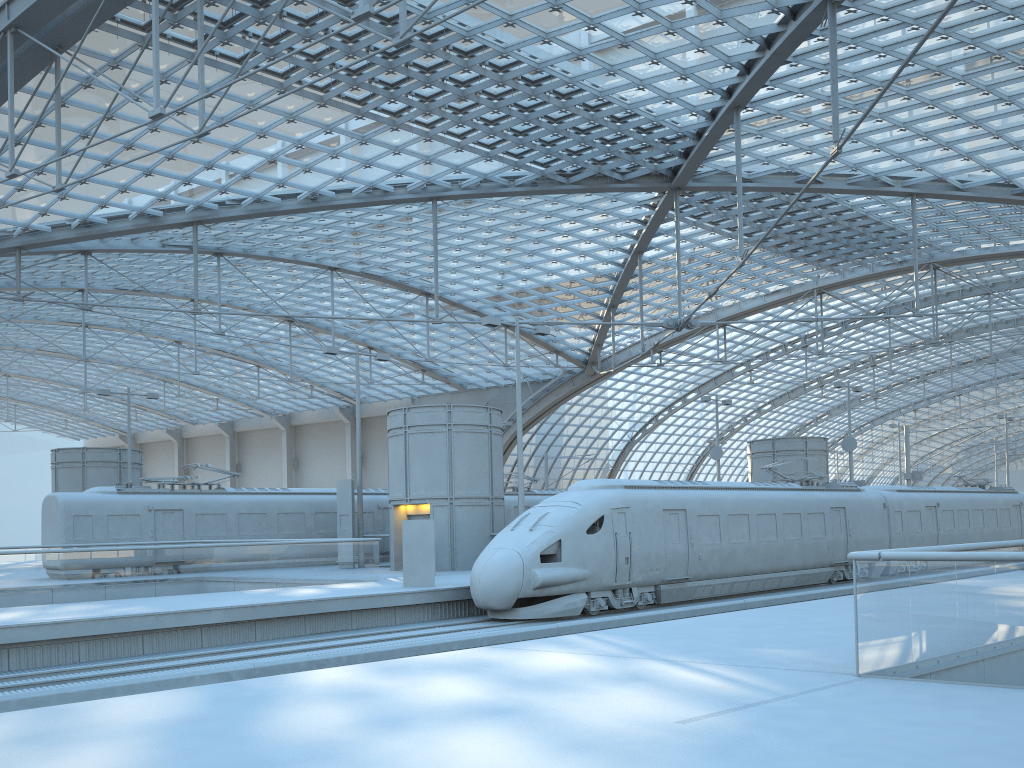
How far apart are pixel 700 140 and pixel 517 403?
13.80m

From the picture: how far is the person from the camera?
21.3m

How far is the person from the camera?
21.3 meters
